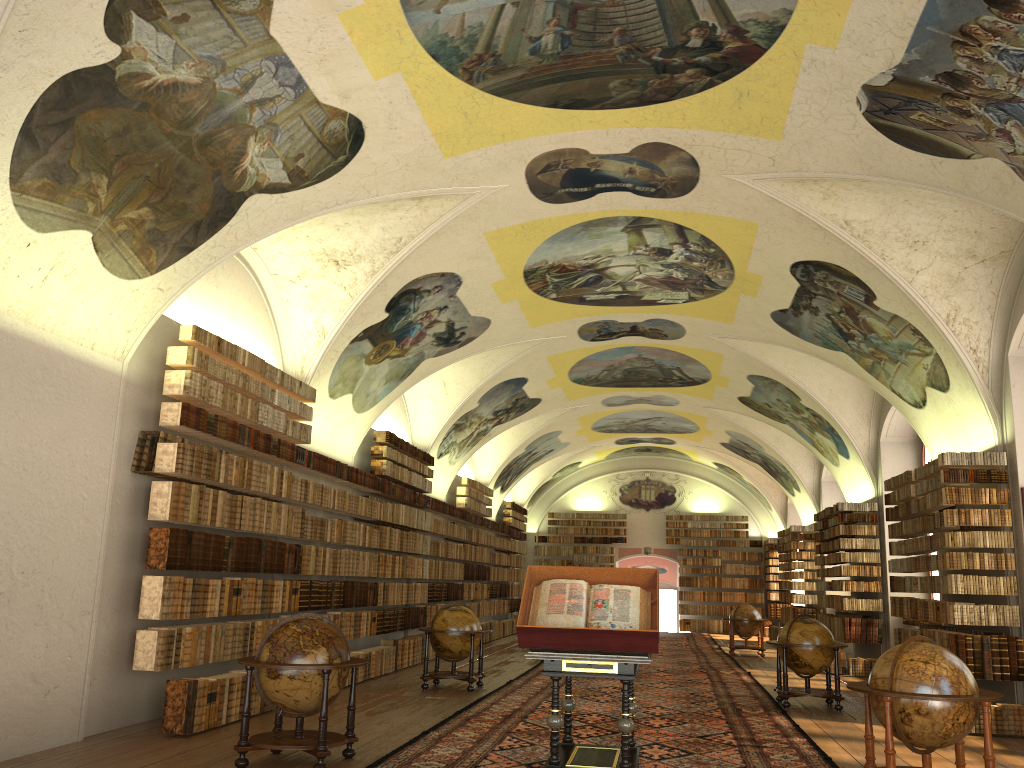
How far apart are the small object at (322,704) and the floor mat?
0.3 meters

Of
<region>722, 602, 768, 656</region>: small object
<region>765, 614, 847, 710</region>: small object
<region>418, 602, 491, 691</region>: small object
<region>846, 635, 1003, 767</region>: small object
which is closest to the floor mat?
<region>765, 614, 847, 710</region>: small object

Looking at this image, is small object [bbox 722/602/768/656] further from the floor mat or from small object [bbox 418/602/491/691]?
small object [bbox 418/602/491/691]

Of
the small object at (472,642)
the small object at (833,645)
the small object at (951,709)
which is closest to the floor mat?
the small object at (833,645)

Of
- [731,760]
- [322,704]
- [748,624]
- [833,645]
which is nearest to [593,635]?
[322,704]

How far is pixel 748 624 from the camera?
24.39m

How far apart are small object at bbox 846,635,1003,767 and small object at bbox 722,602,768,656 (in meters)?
16.62

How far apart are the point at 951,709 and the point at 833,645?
6.7m

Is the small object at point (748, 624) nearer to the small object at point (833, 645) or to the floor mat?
the floor mat

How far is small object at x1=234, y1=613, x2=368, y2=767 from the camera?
8.32m
